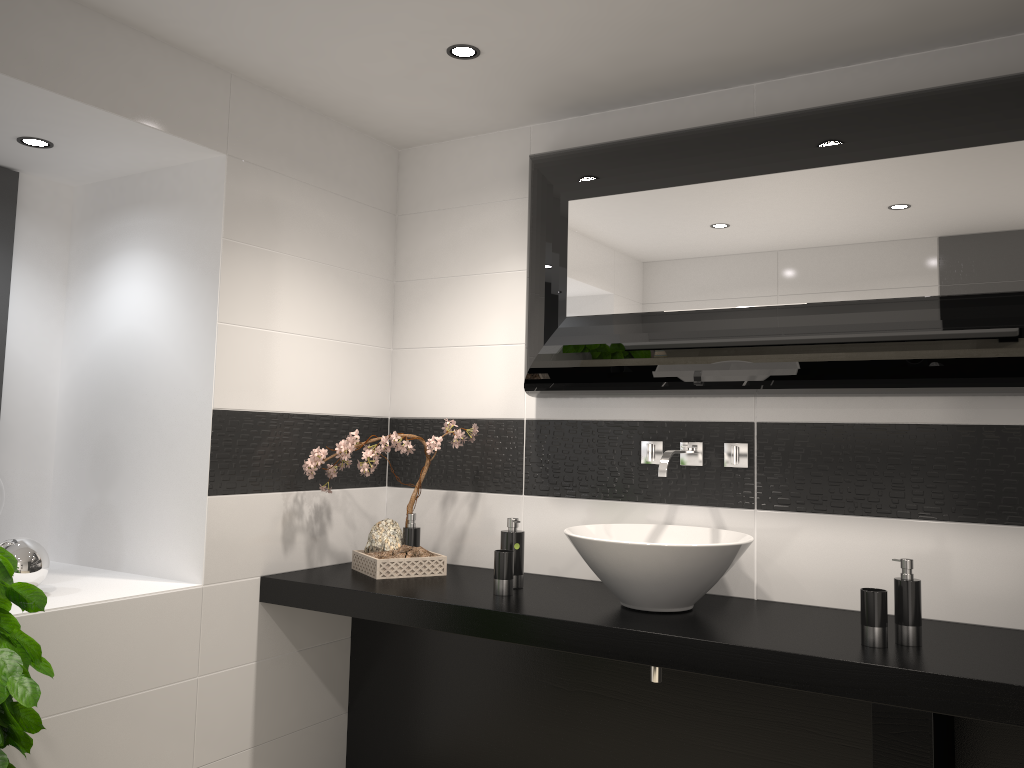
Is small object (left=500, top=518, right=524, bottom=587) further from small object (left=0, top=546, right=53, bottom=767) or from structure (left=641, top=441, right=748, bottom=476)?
small object (left=0, top=546, right=53, bottom=767)

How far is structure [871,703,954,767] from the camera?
1.9 meters

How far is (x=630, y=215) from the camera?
2.8 meters

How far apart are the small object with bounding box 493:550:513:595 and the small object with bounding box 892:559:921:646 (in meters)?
1.12

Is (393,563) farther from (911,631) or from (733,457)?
(911,631)

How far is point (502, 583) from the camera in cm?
277

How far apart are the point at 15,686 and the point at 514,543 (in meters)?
1.46

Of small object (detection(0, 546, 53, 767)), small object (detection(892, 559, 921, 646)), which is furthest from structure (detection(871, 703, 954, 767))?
small object (detection(0, 546, 53, 767))

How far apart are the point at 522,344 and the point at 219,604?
1.4m

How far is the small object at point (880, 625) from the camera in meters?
2.2
